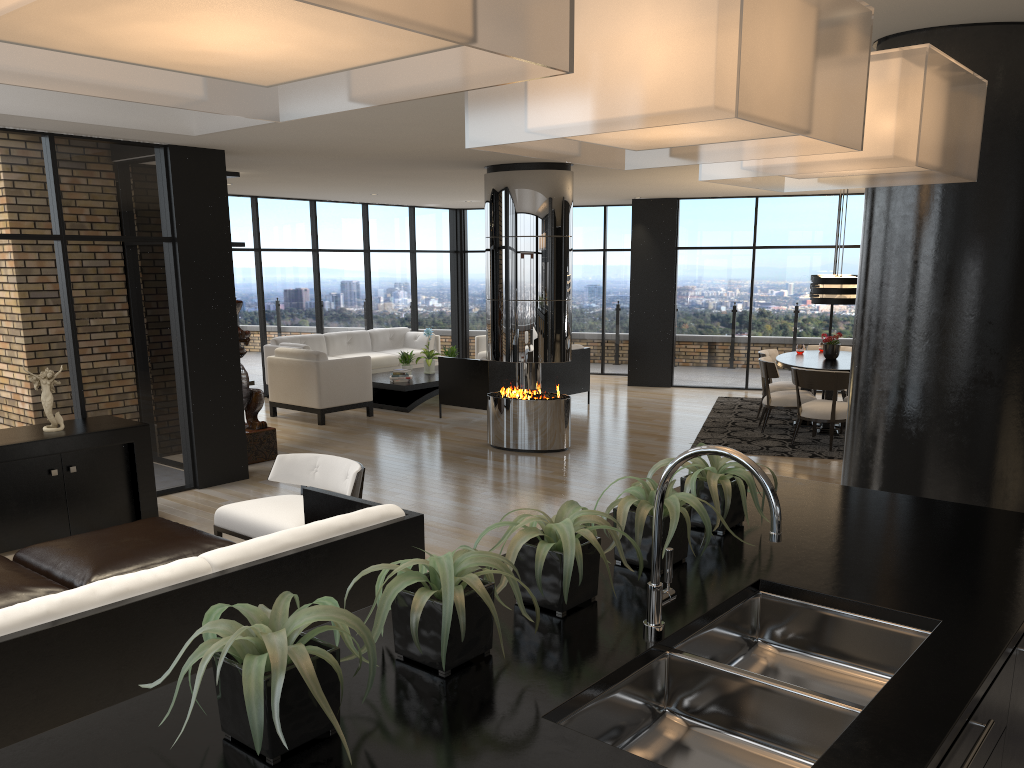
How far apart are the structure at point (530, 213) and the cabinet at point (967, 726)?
6.6 meters

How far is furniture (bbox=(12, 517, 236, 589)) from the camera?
4.07m

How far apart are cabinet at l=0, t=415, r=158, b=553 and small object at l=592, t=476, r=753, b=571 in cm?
470

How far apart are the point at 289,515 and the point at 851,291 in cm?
625

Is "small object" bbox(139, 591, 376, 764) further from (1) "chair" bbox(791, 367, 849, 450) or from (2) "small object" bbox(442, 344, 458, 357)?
(2) "small object" bbox(442, 344, 458, 357)

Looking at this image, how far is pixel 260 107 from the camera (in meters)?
1.33

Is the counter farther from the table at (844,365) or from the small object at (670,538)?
the table at (844,365)

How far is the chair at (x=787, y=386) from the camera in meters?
10.3

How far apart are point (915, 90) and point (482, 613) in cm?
151

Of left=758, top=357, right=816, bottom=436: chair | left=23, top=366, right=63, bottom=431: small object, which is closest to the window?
left=23, top=366, right=63, bottom=431: small object
